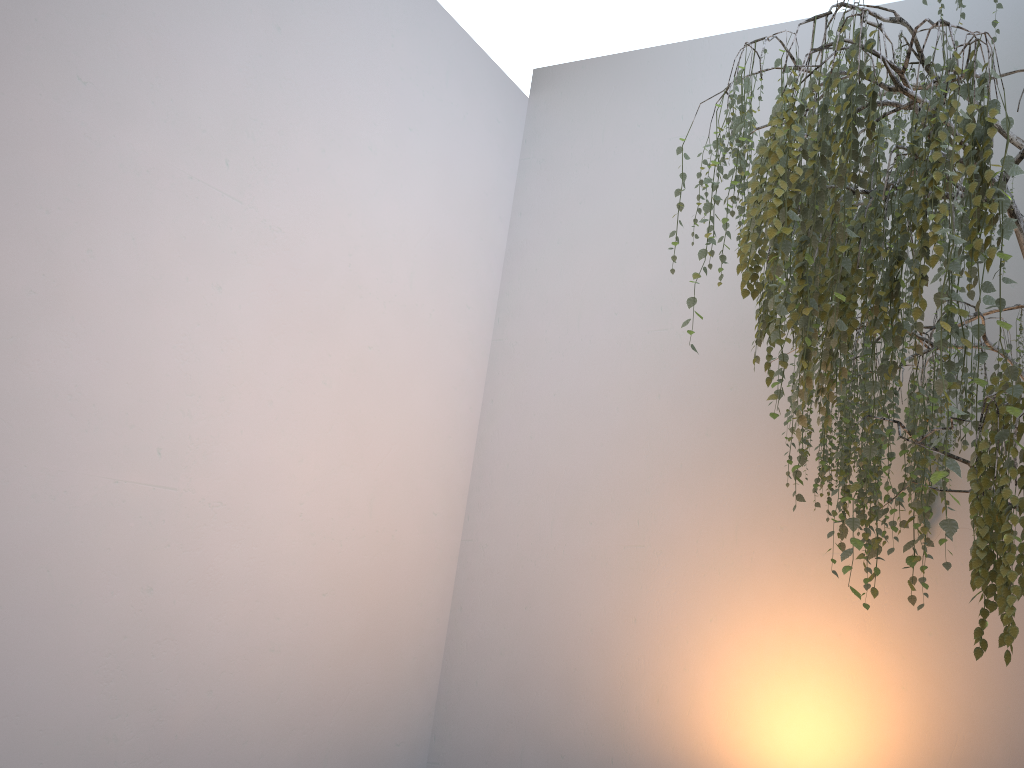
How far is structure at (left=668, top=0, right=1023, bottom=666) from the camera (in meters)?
1.36

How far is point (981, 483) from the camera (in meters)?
1.36

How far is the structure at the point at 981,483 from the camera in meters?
1.4 m

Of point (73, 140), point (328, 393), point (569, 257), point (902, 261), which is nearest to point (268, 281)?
point (328, 393)
